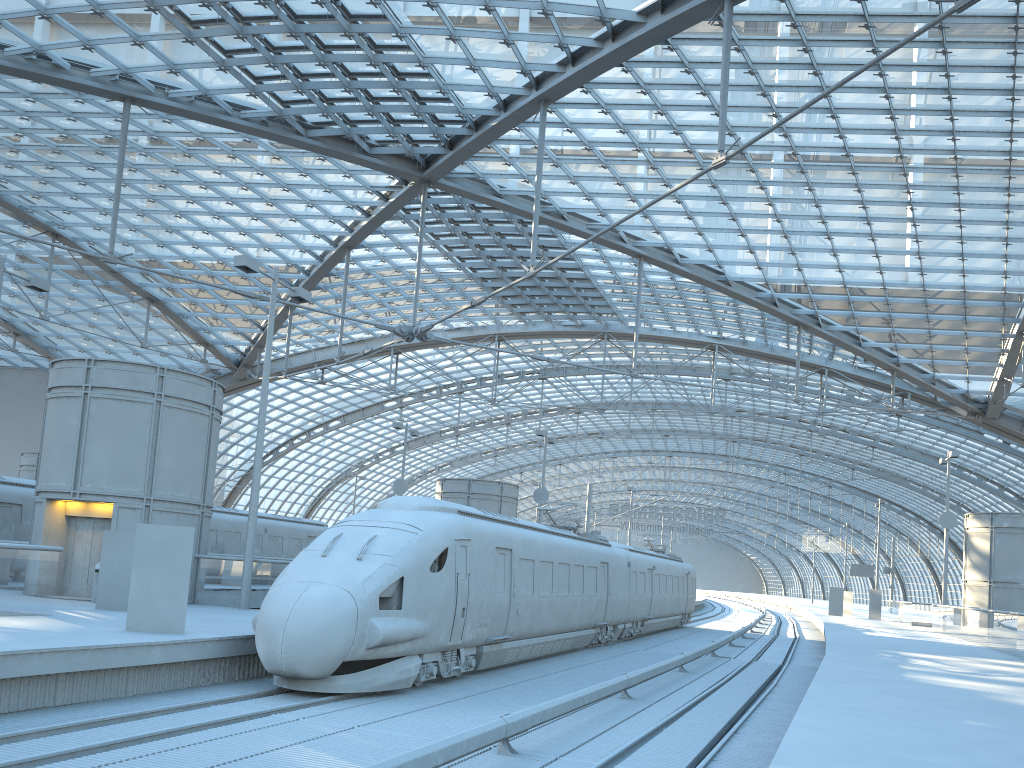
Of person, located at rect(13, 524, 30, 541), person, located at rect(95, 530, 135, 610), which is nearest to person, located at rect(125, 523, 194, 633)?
person, located at rect(95, 530, 135, 610)

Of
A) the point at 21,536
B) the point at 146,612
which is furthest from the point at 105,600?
the point at 21,536

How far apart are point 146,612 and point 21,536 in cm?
1397

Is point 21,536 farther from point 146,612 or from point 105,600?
point 146,612

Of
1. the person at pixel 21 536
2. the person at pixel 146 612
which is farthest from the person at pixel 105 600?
the person at pixel 21 536

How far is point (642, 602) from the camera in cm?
3081

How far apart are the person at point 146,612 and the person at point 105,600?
4.3 meters

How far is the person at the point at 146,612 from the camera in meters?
13.3

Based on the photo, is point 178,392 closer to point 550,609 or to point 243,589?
point 243,589

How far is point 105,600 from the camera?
17.1m
